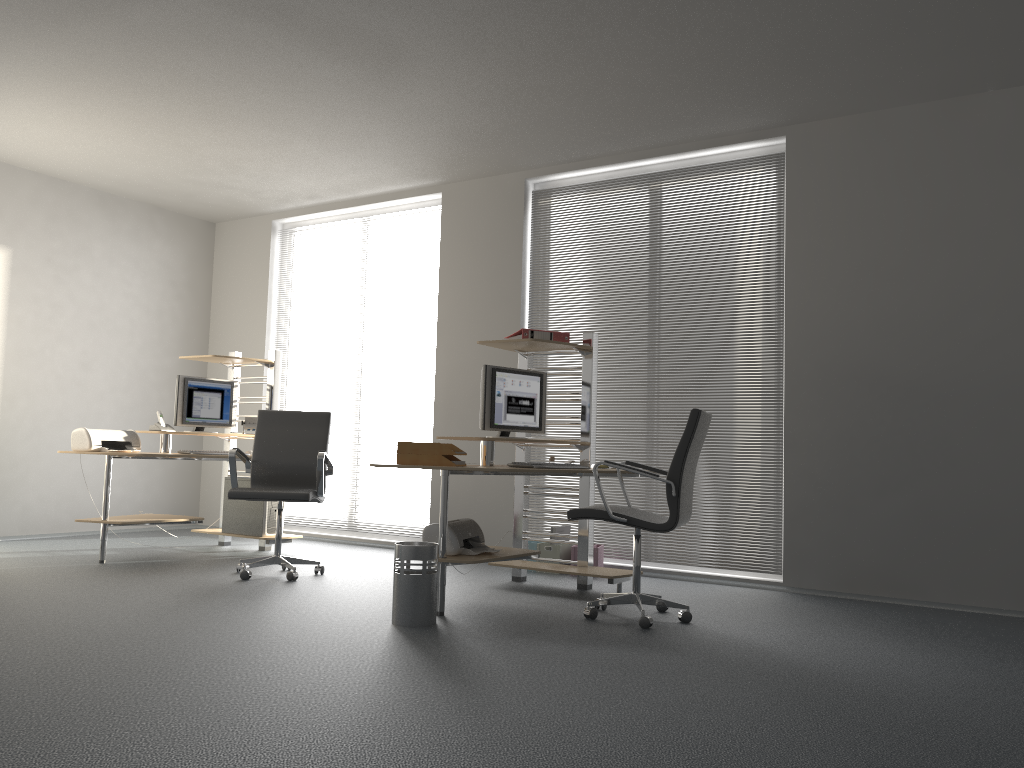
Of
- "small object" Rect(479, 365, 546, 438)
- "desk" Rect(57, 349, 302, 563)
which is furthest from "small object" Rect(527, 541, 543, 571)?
"desk" Rect(57, 349, 302, 563)

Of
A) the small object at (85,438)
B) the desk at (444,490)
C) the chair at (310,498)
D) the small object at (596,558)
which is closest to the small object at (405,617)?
the desk at (444,490)

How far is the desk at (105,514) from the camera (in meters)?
5.87

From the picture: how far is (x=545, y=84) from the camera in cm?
525

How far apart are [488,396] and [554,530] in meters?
1.4

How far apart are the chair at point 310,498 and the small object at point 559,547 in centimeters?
149cm

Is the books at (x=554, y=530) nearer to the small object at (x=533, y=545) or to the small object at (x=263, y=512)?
the small object at (x=533, y=545)

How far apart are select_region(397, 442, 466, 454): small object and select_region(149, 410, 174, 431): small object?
2.70m

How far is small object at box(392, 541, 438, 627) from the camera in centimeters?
406cm

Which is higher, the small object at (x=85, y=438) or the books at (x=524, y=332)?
the books at (x=524, y=332)
